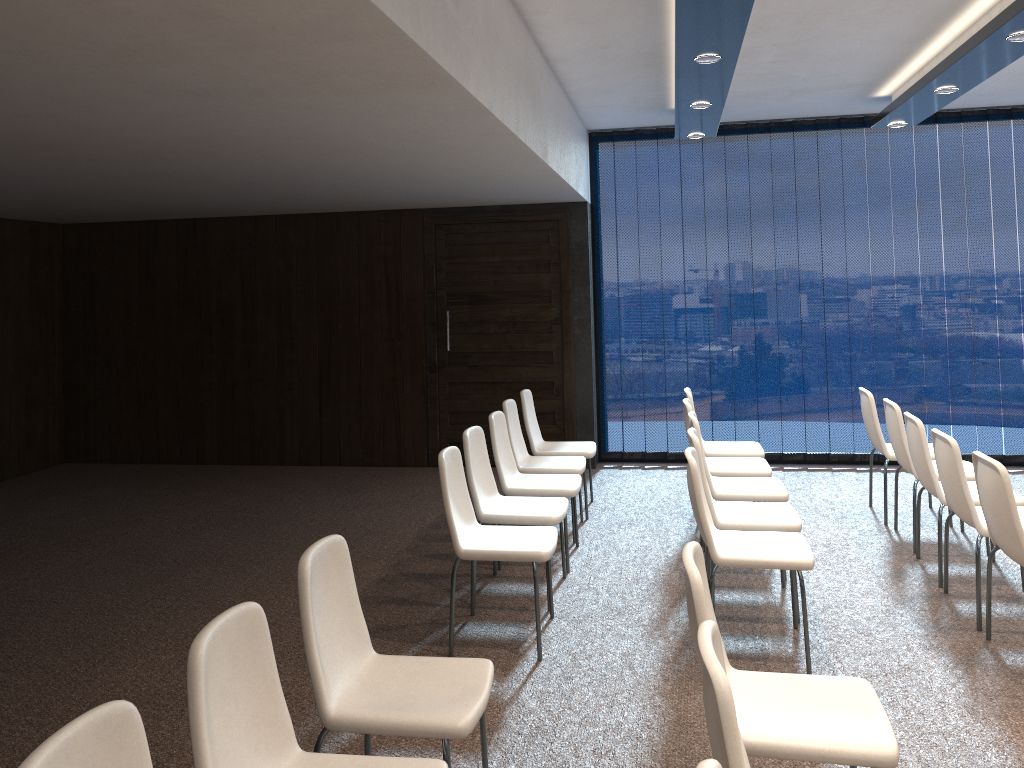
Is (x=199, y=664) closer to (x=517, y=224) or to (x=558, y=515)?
(x=558, y=515)

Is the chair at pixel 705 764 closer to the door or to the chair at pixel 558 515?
the chair at pixel 558 515

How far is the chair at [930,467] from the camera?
4.9 meters

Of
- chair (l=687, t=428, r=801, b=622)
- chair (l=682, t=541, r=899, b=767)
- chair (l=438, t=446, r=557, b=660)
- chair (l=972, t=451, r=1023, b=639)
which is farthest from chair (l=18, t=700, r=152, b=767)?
chair (l=972, t=451, r=1023, b=639)

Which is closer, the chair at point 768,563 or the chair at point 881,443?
the chair at point 768,563

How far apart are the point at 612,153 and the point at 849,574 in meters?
4.5 m

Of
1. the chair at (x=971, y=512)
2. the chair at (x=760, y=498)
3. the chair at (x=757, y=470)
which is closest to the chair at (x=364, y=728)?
the chair at (x=760, y=498)

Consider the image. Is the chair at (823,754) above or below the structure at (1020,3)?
below

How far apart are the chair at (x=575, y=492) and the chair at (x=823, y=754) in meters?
2.5

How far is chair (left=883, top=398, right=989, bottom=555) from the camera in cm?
554
